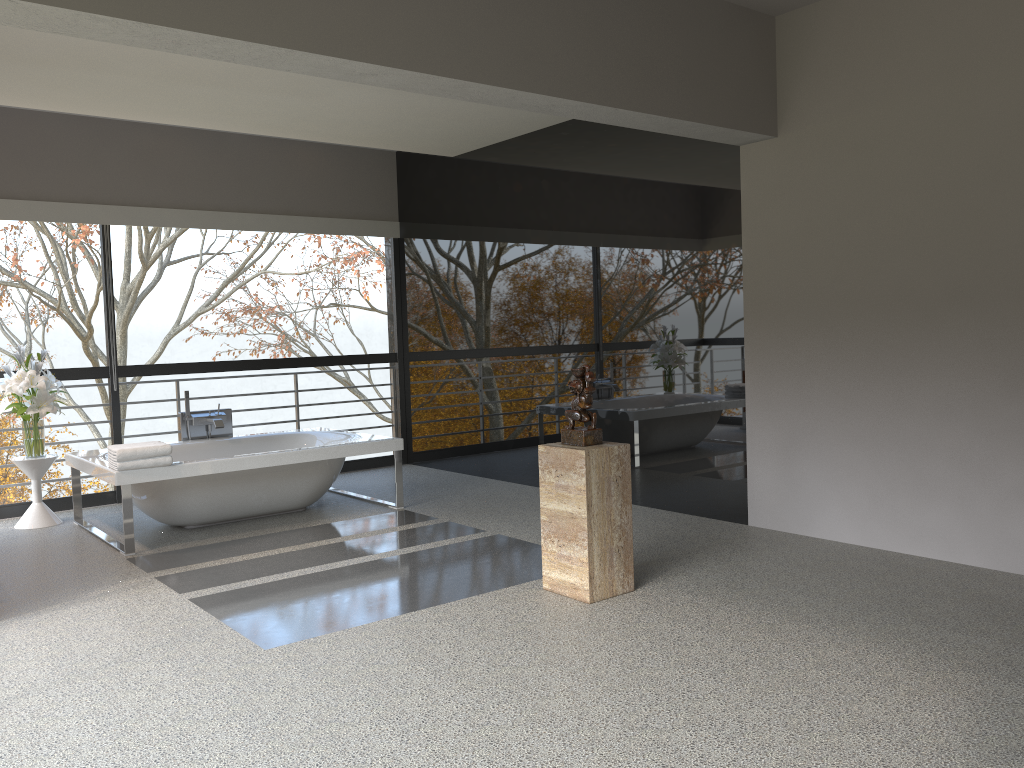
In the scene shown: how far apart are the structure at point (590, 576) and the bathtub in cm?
228

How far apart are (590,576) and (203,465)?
2.7 meters

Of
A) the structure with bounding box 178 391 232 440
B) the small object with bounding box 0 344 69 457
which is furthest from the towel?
the structure with bounding box 178 391 232 440

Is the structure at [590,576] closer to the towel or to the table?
the towel

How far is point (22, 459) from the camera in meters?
6.1 m

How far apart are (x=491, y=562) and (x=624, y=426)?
1.8m

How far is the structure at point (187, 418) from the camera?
6.7m

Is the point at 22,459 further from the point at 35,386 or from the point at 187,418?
the point at 187,418

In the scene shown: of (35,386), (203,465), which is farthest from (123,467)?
(35,386)

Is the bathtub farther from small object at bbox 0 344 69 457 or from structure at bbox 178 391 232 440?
small object at bbox 0 344 69 457
